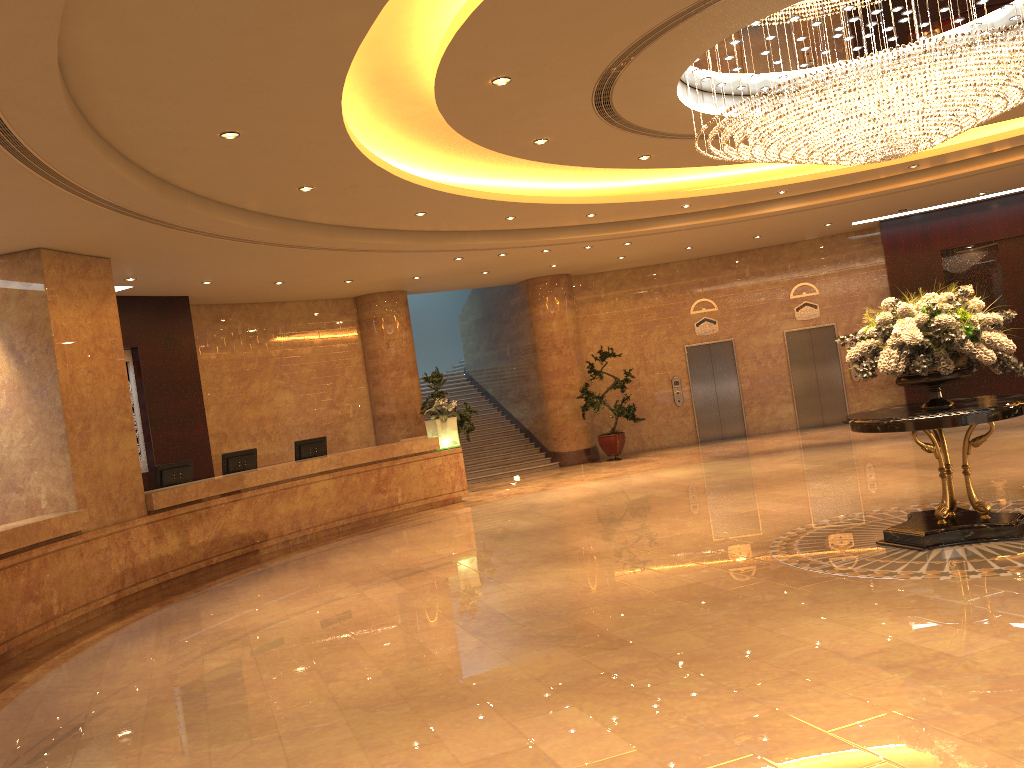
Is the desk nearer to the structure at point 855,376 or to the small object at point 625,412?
the small object at point 625,412

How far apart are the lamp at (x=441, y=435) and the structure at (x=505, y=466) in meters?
2.9

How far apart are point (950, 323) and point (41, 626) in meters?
8.5

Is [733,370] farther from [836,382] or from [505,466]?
[505,466]

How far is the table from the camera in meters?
6.8

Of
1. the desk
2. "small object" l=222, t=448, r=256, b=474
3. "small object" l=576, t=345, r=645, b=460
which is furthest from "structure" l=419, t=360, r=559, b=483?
"small object" l=222, t=448, r=256, b=474

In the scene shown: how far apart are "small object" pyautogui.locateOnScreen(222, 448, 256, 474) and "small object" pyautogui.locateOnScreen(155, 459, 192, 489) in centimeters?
66cm

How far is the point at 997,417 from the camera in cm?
685

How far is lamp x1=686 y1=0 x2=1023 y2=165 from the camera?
6.65m

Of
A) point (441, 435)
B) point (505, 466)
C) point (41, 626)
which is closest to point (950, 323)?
point (41, 626)
